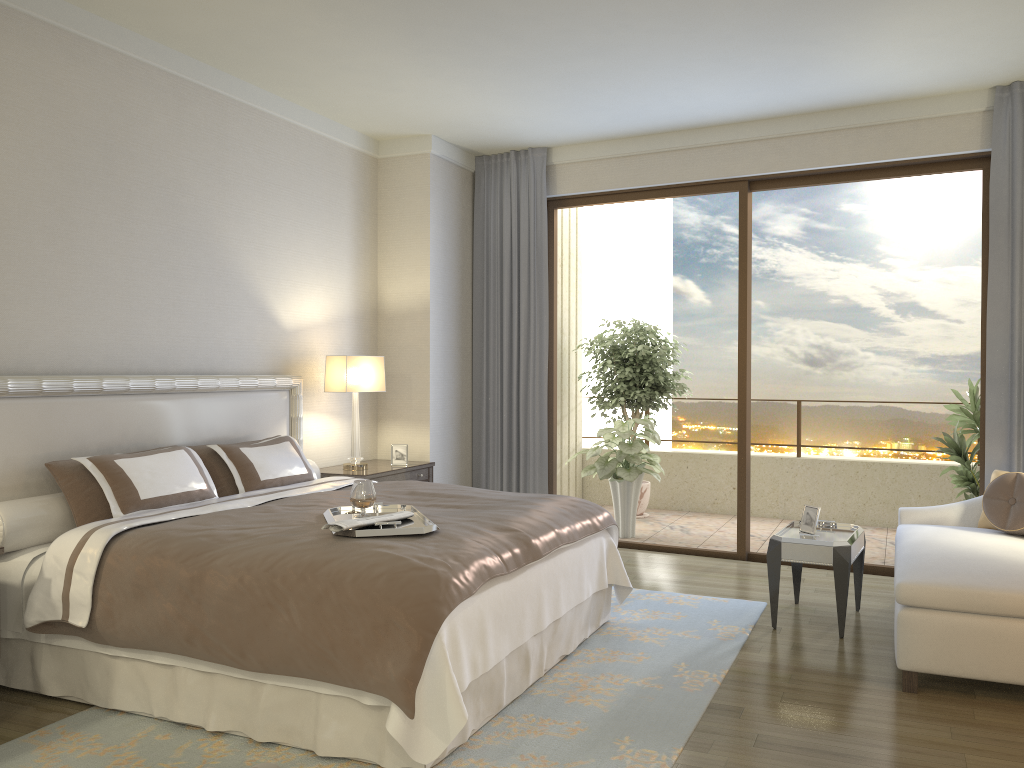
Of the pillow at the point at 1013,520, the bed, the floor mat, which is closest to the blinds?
the pillow at the point at 1013,520

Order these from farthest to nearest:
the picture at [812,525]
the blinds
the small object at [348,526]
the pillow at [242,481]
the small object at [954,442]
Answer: the small object at [954,442]
the blinds
the picture at [812,525]
the pillow at [242,481]
the small object at [348,526]

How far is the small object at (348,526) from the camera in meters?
3.2 m

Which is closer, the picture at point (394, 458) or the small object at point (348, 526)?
the small object at point (348, 526)

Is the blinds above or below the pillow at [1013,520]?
above

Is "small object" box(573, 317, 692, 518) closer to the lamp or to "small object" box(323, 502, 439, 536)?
the lamp

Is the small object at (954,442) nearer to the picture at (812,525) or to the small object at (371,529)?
the picture at (812,525)

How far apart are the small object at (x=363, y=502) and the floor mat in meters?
1.0 m

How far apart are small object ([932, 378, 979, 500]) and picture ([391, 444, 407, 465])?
3.8m

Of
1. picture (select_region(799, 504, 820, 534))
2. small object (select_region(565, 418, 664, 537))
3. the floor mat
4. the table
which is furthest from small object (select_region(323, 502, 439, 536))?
small object (select_region(565, 418, 664, 537))
